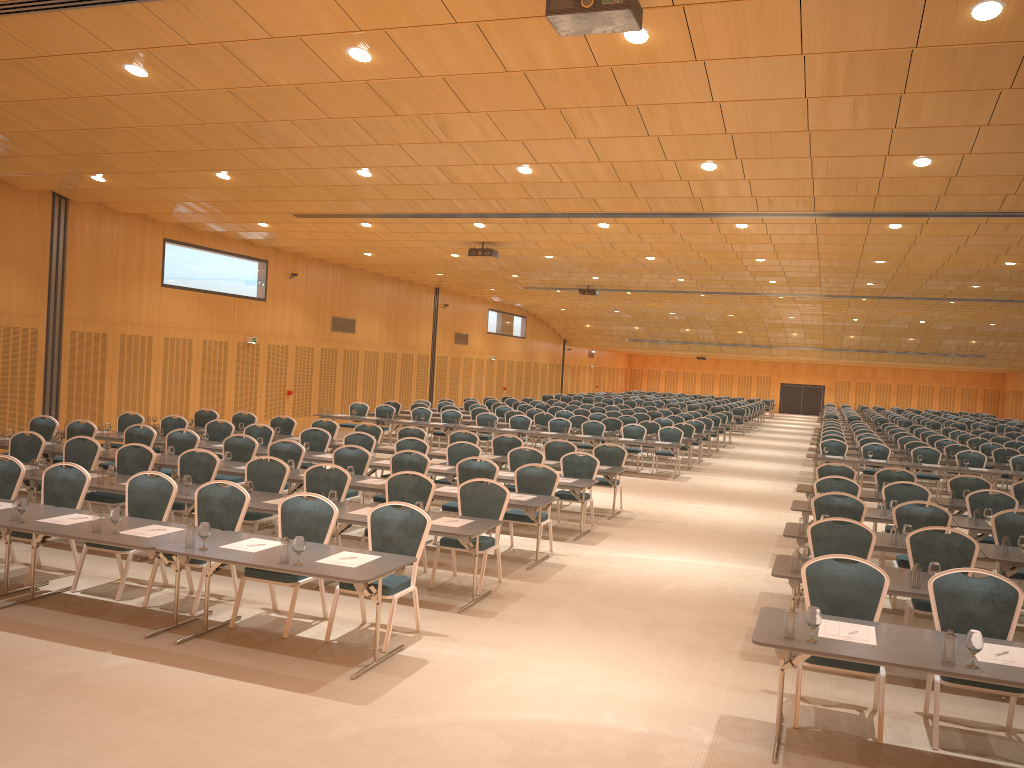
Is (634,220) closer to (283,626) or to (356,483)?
(356,483)

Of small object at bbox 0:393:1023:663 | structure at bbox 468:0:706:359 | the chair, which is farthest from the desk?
structure at bbox 468:0:706:359

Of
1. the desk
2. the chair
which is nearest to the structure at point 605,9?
the chair

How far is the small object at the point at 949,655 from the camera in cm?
516

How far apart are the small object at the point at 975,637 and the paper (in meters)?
0.18

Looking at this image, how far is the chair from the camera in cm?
646

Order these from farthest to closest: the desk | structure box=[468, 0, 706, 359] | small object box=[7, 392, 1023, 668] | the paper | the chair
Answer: the chair → structure box=[468, 0, 706, 359] → the paper → the desk → small object box=[7, 392, 1023, 668]

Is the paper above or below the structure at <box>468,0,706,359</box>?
below

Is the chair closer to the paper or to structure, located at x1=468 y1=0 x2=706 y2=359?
the paper

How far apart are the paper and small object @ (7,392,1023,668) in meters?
0.2
